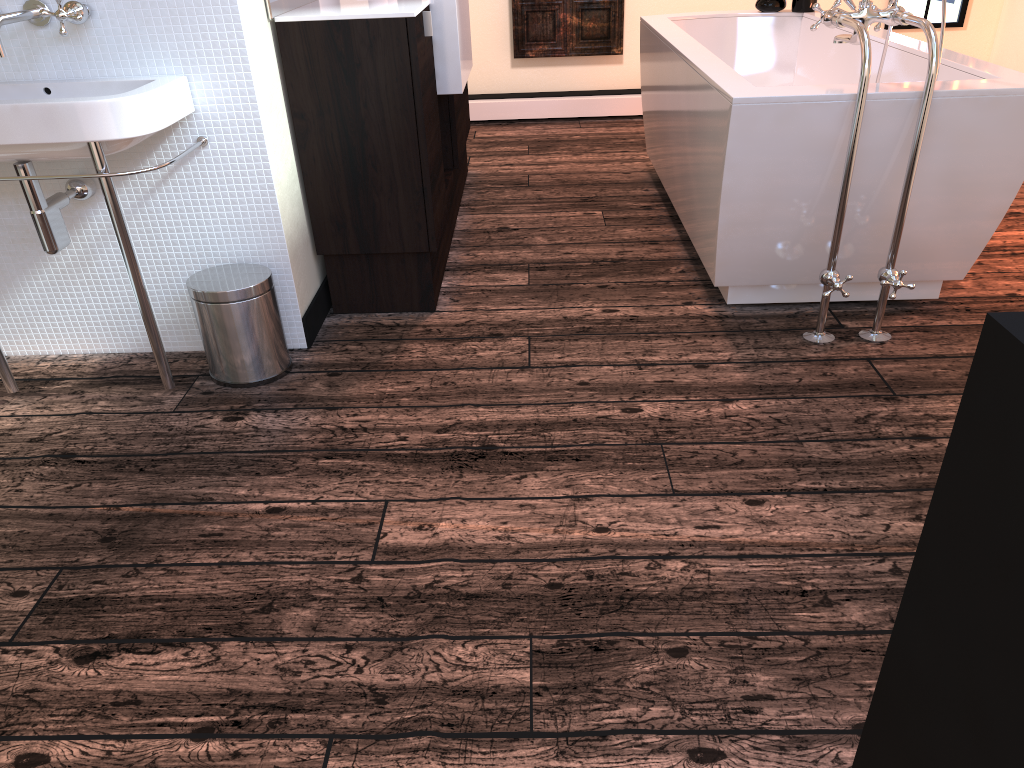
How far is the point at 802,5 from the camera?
3.9m

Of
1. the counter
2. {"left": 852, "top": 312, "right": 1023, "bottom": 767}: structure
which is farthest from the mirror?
{"left": 852, "top": 312, "right": 1023, "bottom": 767}: structure

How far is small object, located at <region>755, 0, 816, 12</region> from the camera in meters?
3.9

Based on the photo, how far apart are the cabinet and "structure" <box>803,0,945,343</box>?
1.08m

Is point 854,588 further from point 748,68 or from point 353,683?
point 748,68

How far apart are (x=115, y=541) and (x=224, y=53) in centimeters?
119cm

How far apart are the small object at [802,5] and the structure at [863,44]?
1.6 meters

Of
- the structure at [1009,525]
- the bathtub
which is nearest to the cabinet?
the bathtub

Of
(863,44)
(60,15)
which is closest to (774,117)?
(863,44)

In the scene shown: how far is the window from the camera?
5.2 meters
